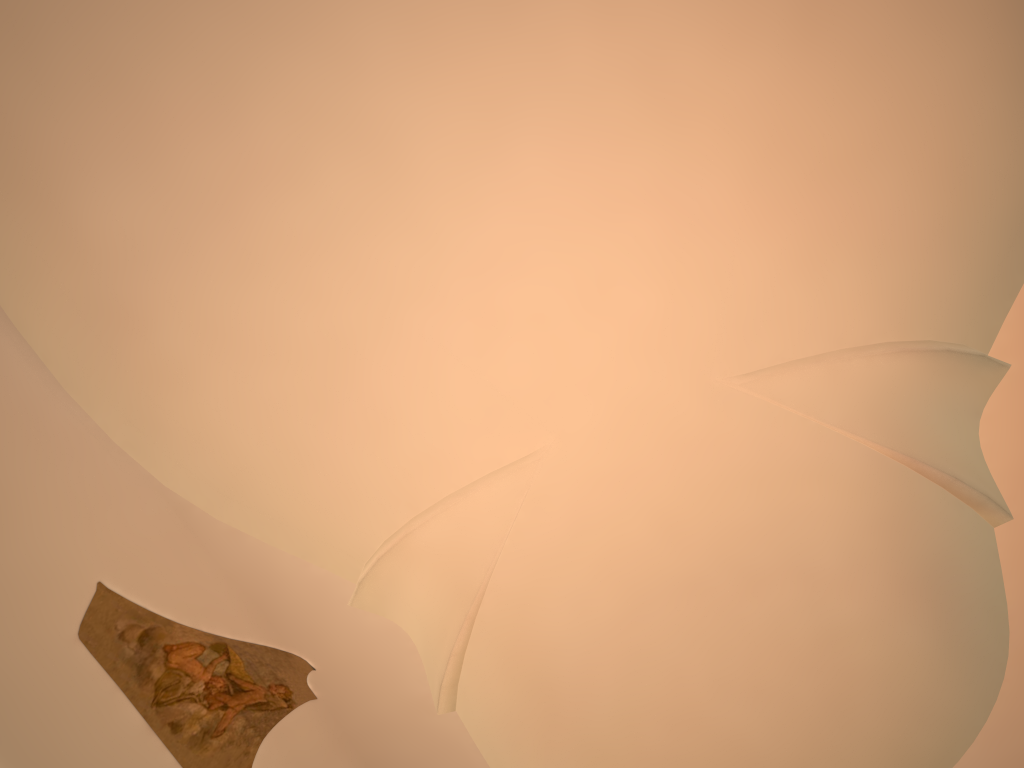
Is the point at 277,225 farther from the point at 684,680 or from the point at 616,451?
the point at 684,680
